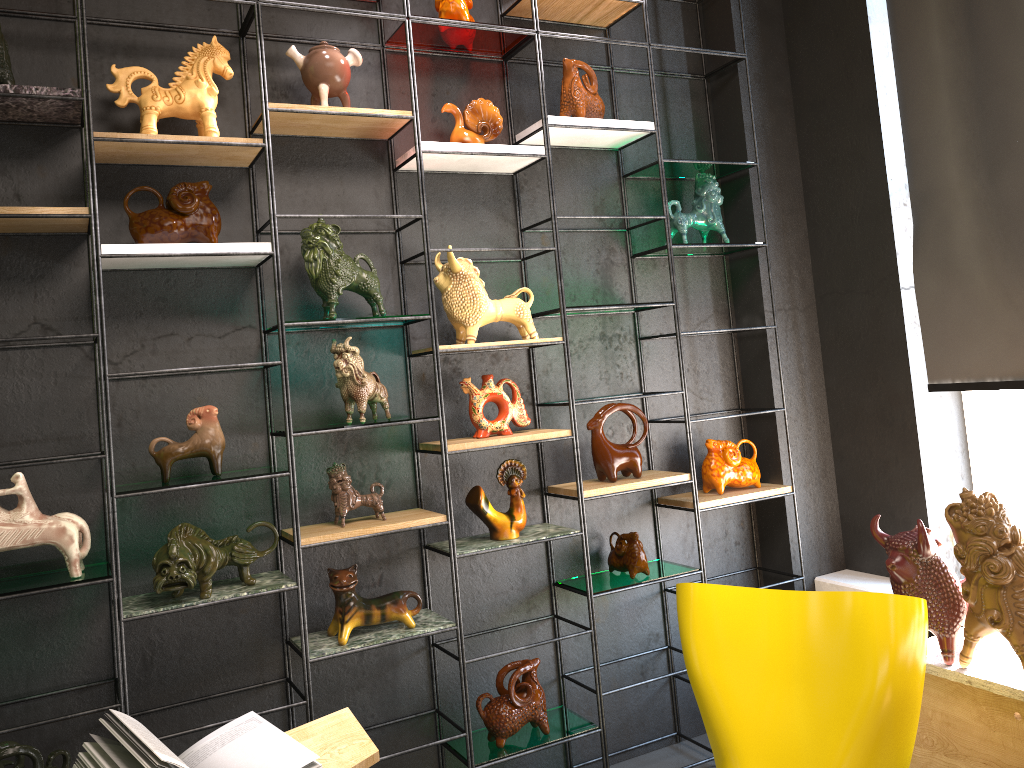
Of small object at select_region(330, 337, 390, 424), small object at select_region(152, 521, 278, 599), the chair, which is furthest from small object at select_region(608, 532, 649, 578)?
small object at select_region(152, 521, 278, 599)

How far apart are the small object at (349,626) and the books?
→ 0.4m

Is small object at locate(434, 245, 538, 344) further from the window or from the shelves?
the window

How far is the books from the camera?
2.0m

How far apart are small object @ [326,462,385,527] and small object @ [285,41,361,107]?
1.2m

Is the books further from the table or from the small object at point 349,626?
the small object at point 349,626

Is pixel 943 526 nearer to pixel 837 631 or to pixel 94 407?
pixel 837 631

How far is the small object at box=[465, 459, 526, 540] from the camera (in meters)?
3.05

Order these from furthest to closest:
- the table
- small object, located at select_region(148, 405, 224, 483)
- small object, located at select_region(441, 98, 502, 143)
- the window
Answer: the window < small object, located at select_region(441, 98, 502, 143) < small object, located at select_region(148, 405, 224, 483) < the table

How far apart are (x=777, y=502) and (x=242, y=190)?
2.4 meters
